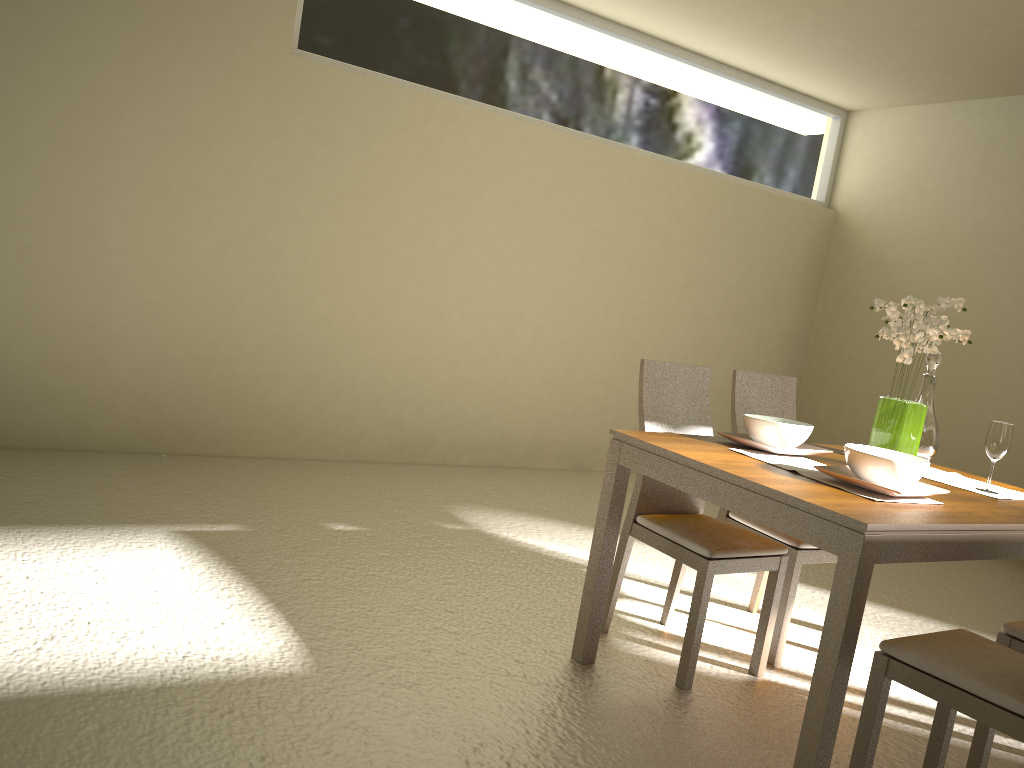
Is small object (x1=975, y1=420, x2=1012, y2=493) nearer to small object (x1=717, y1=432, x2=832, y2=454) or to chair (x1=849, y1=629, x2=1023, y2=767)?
small object (x1=717, y1=432, x2=832, y2=454)

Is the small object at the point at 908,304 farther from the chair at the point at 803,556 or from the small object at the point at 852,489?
the chair at the point at 803,556

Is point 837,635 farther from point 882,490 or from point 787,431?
point 787,431

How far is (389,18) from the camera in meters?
5.1

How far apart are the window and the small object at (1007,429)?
3.59m

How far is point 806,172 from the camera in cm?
697

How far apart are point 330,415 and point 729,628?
2.7 meters

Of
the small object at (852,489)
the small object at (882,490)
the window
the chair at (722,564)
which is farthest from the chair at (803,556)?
the window

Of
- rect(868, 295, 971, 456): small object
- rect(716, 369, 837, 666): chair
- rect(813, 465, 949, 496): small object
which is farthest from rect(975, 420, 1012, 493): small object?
rect(716, 369, 837, 666): chair

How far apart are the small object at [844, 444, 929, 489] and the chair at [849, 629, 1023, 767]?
0.41m
